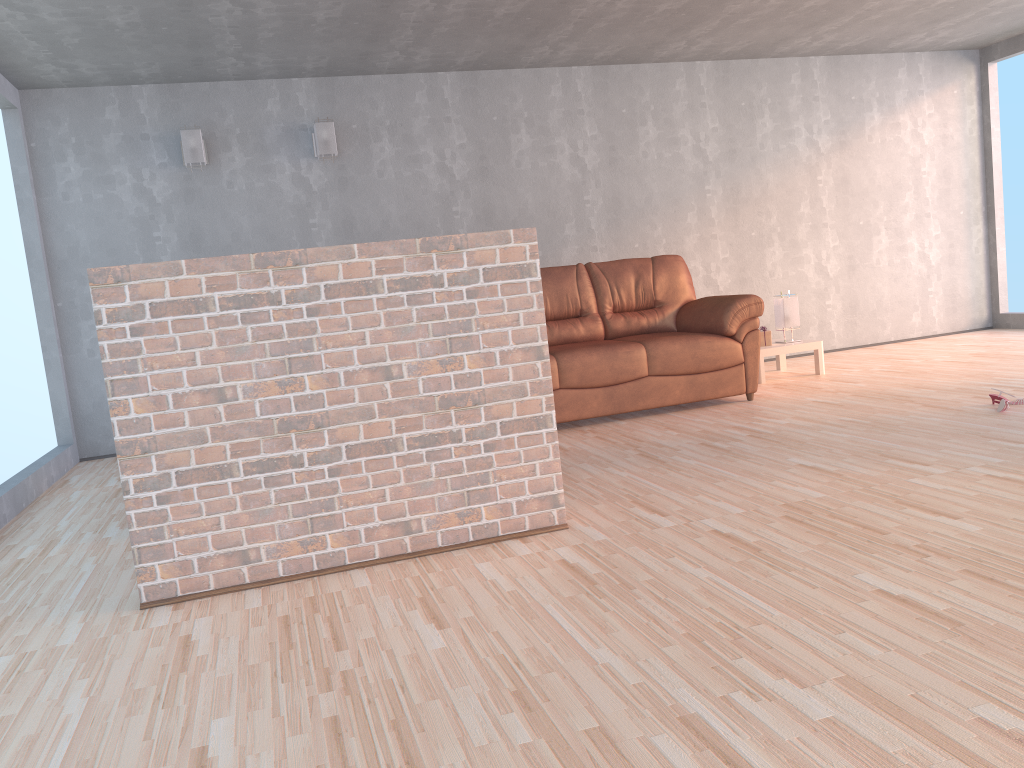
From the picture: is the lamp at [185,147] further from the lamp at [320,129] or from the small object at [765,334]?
the small object at [765,334]

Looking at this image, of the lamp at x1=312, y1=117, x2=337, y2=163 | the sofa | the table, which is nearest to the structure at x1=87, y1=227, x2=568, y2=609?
the sofa

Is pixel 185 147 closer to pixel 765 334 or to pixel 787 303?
pixel 765 334

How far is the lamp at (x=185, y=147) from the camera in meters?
5.9

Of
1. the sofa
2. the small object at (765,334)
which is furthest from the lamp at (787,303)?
the sofa

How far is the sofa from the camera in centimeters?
516cm

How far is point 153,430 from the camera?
2.7 meters

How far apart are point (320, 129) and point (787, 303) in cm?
352

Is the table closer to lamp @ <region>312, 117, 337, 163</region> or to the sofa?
the sofa

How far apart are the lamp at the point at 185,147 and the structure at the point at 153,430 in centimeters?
358cm
